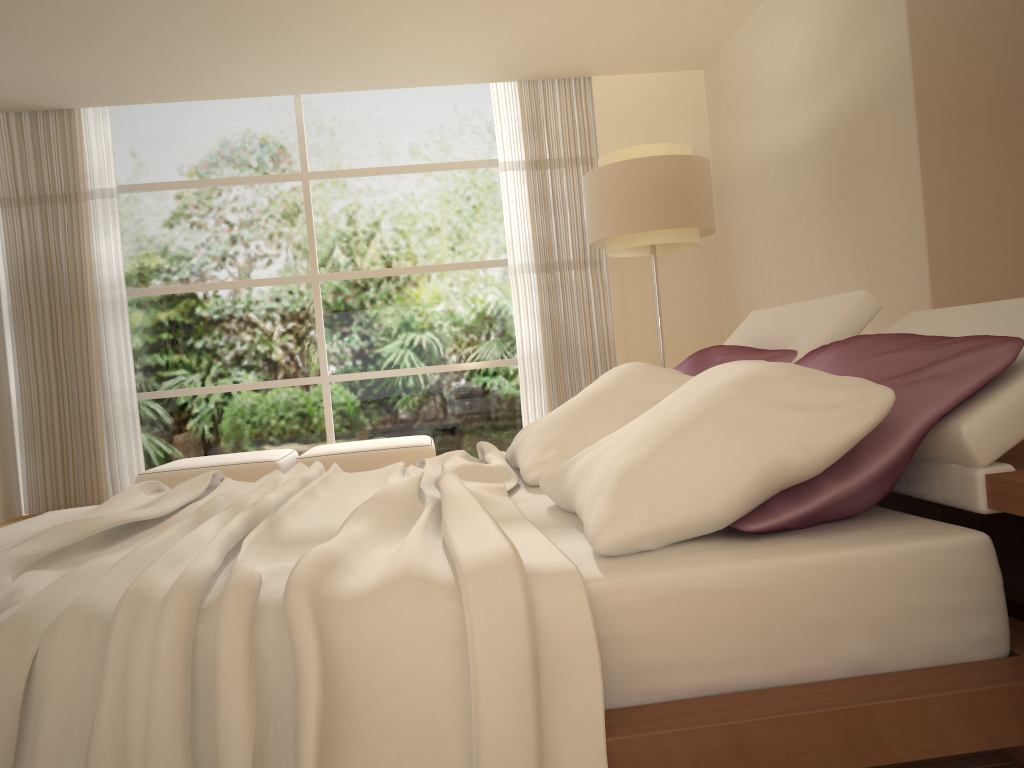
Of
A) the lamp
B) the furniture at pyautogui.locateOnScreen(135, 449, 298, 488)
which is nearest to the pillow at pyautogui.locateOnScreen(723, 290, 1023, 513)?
the lamp

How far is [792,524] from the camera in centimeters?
155cm

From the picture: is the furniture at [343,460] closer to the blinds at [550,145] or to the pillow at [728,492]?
the blinds at [550,145]

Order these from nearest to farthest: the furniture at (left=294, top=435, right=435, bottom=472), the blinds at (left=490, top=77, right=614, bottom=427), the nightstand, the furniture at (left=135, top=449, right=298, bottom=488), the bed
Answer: the bed
the nightstand
the furniture at (left=135, top=449, right=298, bottom=488)
the furniture at (left=294, top=435, right=435, bottom=472)
the blinds at (left=490, top=77, right=614, bottom=427)

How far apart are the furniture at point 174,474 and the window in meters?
0.7 m

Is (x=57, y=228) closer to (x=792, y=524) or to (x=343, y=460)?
Result: (x=343, y=460)

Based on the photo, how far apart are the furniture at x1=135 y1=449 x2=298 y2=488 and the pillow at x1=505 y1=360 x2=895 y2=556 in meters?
3.3

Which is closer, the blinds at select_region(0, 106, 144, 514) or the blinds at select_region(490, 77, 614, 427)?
the blinds at select_region(0, 106, 144, 514)

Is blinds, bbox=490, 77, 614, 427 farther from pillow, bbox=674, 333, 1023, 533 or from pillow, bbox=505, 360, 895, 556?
pillow, bbox=674, 333, 1023, 533

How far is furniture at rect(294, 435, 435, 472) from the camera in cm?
596
